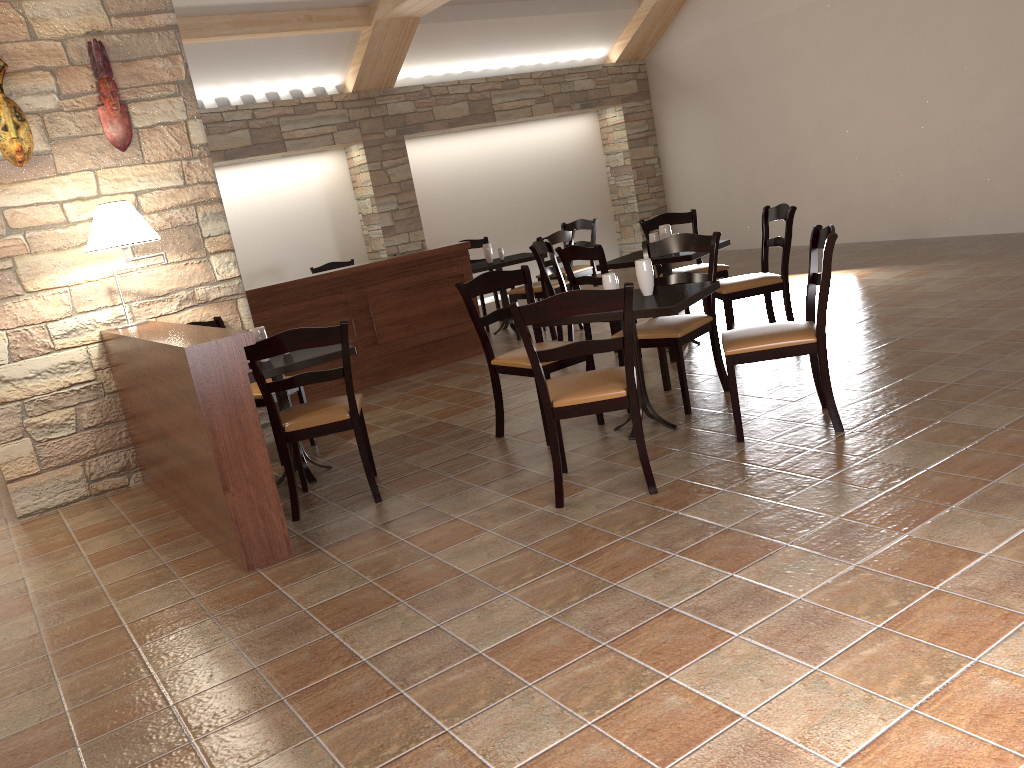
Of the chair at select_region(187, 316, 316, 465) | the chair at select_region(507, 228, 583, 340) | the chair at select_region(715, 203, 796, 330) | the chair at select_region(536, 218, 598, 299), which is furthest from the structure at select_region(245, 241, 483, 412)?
the chair at select_region(715, 203, 796, 330)

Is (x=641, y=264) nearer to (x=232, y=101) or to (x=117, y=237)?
(x=117, y=237)

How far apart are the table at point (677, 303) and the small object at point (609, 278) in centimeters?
→ 13cm

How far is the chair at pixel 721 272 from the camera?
6.4m

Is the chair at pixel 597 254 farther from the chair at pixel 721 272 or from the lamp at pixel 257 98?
the lamp at pixel 257 98

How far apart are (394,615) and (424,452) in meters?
1.9 m

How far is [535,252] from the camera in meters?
6.2 m

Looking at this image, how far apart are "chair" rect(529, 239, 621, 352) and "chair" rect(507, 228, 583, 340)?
0.51m

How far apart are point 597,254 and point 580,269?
2.9m

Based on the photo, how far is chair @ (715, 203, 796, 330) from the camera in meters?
5.4 m
